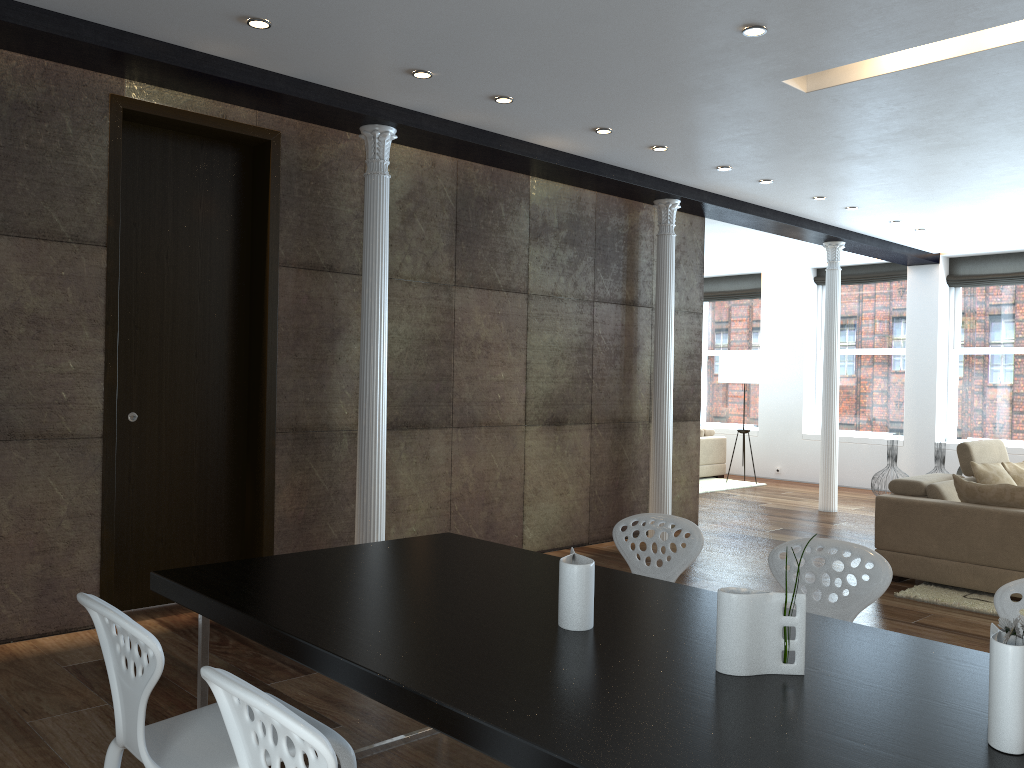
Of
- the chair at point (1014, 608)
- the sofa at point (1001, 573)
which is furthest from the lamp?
the chair at point (1014, 608)

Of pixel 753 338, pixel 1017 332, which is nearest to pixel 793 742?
pixel 1017 332

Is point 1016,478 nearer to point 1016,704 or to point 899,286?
point 899,286

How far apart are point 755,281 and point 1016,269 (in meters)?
3.55

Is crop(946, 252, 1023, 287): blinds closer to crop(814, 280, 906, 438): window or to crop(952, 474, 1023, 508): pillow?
crop(814, 280, 906, 438): window

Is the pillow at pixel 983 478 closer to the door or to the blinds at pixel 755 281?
the door

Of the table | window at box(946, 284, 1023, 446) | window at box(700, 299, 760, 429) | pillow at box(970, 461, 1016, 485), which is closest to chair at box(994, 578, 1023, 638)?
the table

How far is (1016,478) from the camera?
6.9 meters

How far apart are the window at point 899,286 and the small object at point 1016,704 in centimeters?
1086cm

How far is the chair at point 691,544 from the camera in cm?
331
